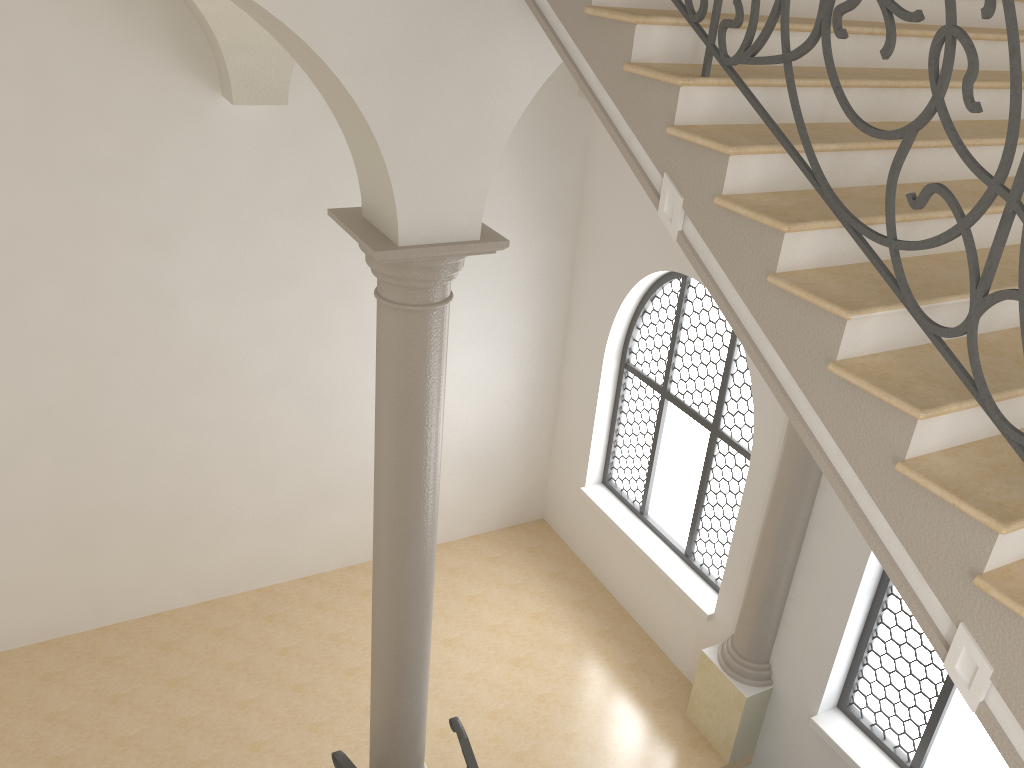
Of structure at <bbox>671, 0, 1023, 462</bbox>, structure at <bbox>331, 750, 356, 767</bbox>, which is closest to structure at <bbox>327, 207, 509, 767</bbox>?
structure at <bbox>331, 750, 356, 767</bbox>

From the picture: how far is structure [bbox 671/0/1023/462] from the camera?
2.1m

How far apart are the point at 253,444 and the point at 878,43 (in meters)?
6.57

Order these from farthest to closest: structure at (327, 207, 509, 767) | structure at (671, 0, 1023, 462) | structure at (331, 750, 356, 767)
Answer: structure at (331, 750, 356, 767)
structure at (327, 207, 509, 767)
structure at (671, 0, 1023, 462)

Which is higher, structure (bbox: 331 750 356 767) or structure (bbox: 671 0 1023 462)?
structure (bbox: 671 0 1023 462)

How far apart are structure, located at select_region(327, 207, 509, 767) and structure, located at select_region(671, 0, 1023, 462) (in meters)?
1.50

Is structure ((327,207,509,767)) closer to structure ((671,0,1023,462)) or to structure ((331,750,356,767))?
structure ((331,750,356,767))

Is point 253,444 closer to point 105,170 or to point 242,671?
point 242,671

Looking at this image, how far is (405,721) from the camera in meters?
5.7 m

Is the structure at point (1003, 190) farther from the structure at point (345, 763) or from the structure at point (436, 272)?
the structure at point (345, 763)
